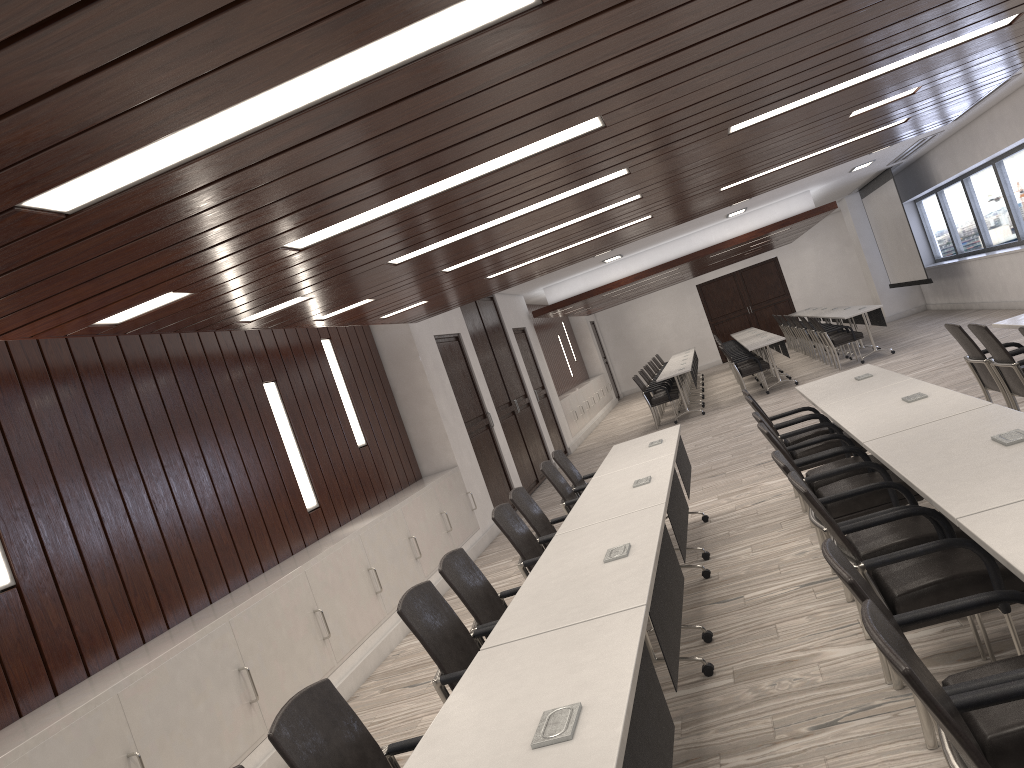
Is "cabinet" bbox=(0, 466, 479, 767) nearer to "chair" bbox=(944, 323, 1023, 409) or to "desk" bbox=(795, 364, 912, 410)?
"desk" bbox=(795, 364, 912, 410)

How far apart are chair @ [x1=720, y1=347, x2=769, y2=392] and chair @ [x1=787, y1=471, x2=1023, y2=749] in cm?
1115

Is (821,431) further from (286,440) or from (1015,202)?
(1015,202)

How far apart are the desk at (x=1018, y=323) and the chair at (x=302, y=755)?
5.34m

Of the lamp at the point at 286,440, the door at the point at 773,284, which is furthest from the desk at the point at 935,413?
the door at the point at 773,284

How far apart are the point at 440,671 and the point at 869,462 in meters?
2.3 m

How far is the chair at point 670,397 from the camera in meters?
14.5

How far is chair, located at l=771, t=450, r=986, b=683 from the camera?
3.42m

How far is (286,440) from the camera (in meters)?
6.94

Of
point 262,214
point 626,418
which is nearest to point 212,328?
point 262,214
